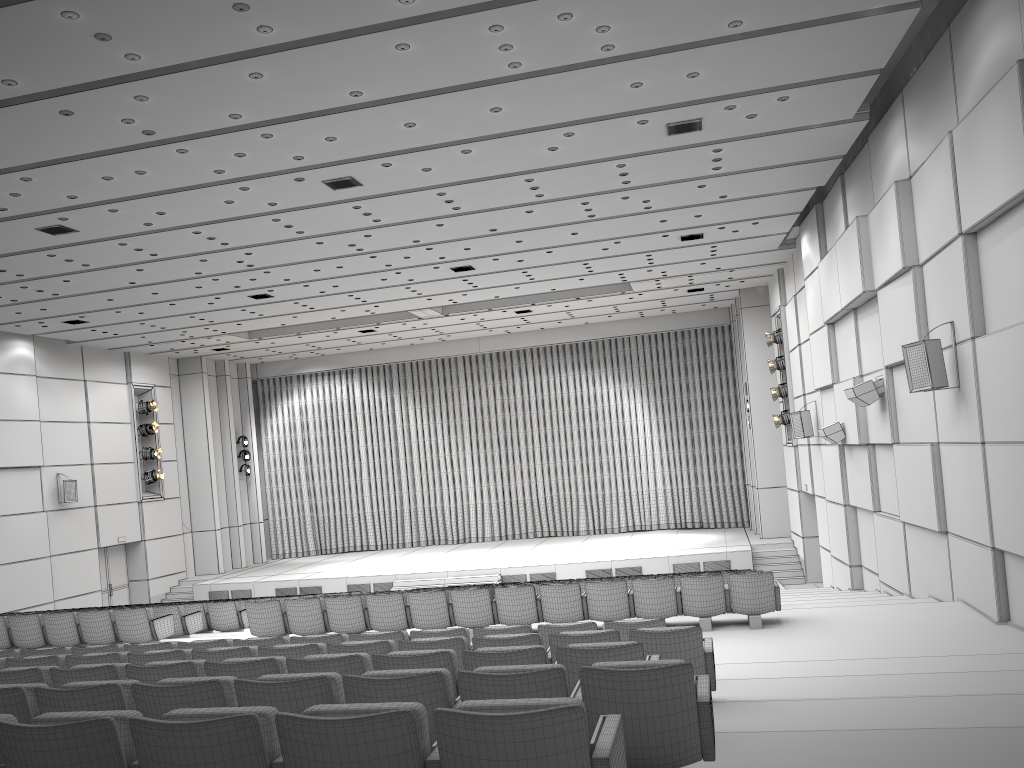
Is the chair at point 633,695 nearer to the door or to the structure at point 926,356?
the structure at point 926,356

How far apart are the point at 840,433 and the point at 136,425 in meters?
18.6

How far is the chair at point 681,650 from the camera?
5.77m

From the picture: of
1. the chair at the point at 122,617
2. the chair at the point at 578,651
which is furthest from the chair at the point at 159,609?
the chair at the point at 578,651

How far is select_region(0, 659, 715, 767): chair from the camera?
3.7m

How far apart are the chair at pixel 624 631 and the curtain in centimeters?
2049cm

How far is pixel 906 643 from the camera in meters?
8.5

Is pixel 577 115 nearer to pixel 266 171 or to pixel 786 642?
pixel 266 171

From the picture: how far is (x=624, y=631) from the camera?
6.9m

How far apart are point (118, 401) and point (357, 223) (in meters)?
13.30
